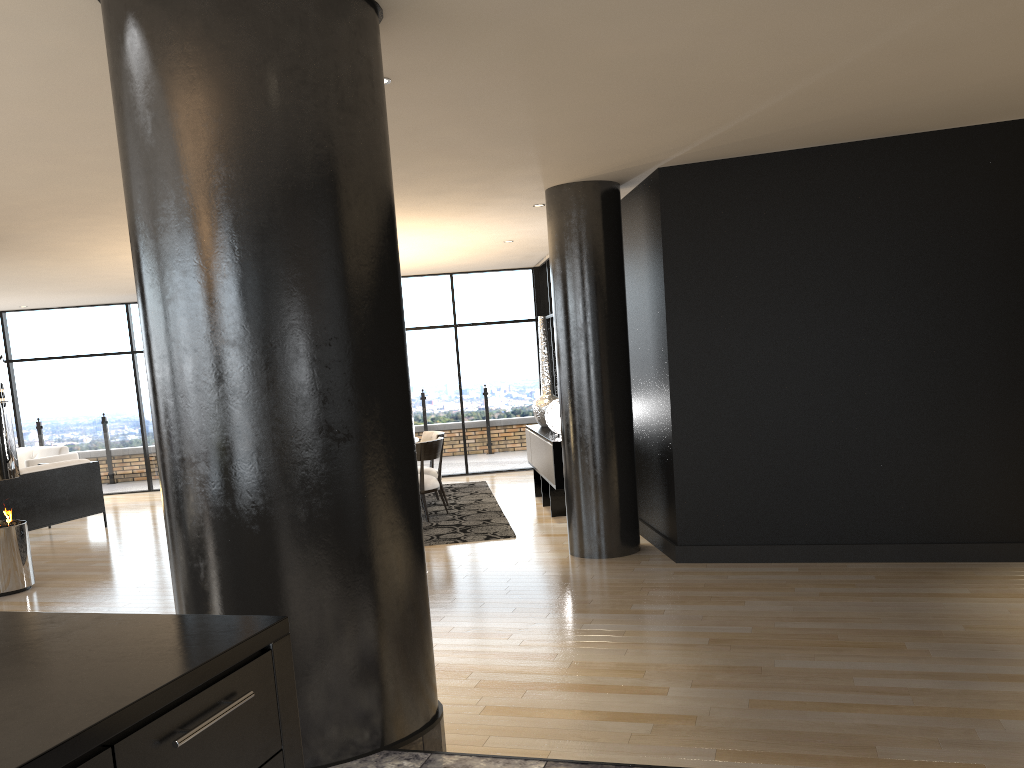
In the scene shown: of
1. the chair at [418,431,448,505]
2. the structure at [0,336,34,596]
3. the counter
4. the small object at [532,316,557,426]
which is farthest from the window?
the counter

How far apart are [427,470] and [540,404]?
1.4 meters

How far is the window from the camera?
12.0 meters

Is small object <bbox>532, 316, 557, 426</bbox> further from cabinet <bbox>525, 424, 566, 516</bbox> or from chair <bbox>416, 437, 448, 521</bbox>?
chair <bbox>416, 437, 448, 521</bbox>

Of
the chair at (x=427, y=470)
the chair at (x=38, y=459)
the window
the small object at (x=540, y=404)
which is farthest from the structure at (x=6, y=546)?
the window

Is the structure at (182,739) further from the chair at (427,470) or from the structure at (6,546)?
the chair at (427,470)

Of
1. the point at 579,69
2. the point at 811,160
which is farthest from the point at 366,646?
the point at 811,160

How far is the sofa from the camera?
8.7m

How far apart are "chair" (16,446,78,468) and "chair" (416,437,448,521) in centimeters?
538cm

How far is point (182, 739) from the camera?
1.3 meters
